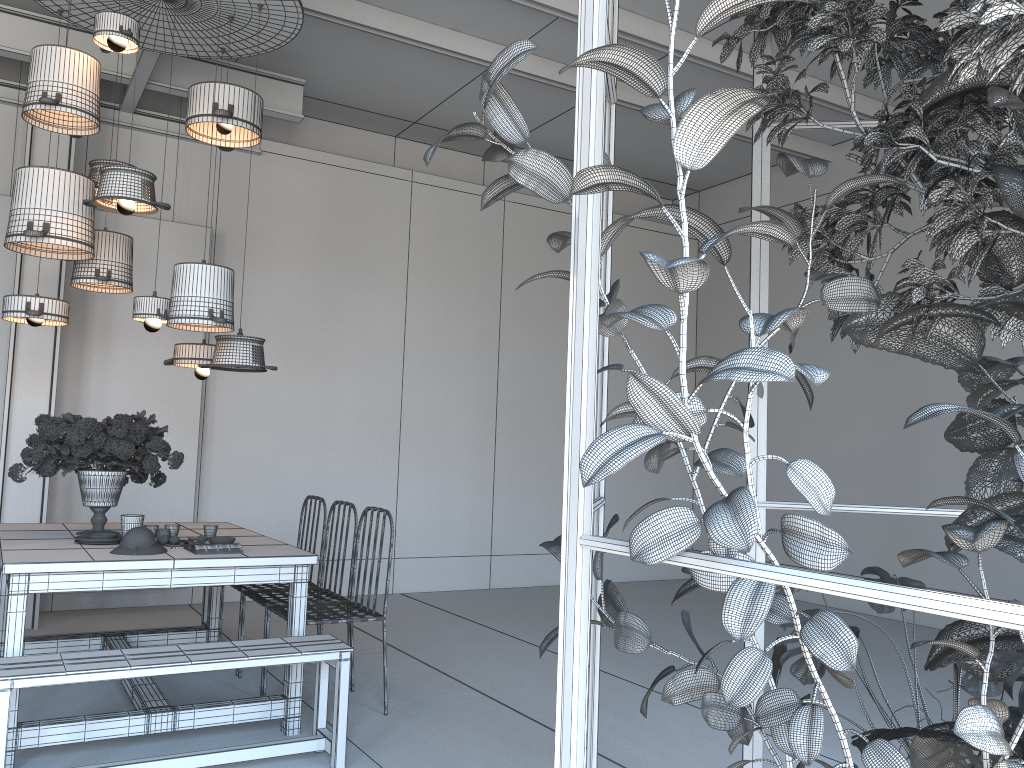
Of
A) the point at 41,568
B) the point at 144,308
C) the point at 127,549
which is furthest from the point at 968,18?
the point at 144,308

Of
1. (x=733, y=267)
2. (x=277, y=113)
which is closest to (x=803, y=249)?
(x=277, y=113)

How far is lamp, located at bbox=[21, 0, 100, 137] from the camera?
4.2 meters

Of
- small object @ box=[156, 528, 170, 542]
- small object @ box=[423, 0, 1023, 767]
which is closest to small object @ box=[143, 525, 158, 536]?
small object @ box=[156, 528, 170, 542]

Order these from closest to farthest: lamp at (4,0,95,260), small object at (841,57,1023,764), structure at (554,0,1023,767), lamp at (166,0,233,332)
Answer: structure at (554,0,1023,767) → small object at (841,57,1023,764) → lamp at (166,0,233,332) → lamp at (4,0,95,260)

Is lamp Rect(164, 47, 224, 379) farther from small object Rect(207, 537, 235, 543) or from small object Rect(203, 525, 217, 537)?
small object Rect(207, 537, 235, 543)

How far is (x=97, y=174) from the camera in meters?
4.8 m

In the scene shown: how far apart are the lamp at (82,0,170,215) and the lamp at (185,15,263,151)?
0.50m

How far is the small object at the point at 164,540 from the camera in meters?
4.1

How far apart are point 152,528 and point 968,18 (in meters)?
3.94
